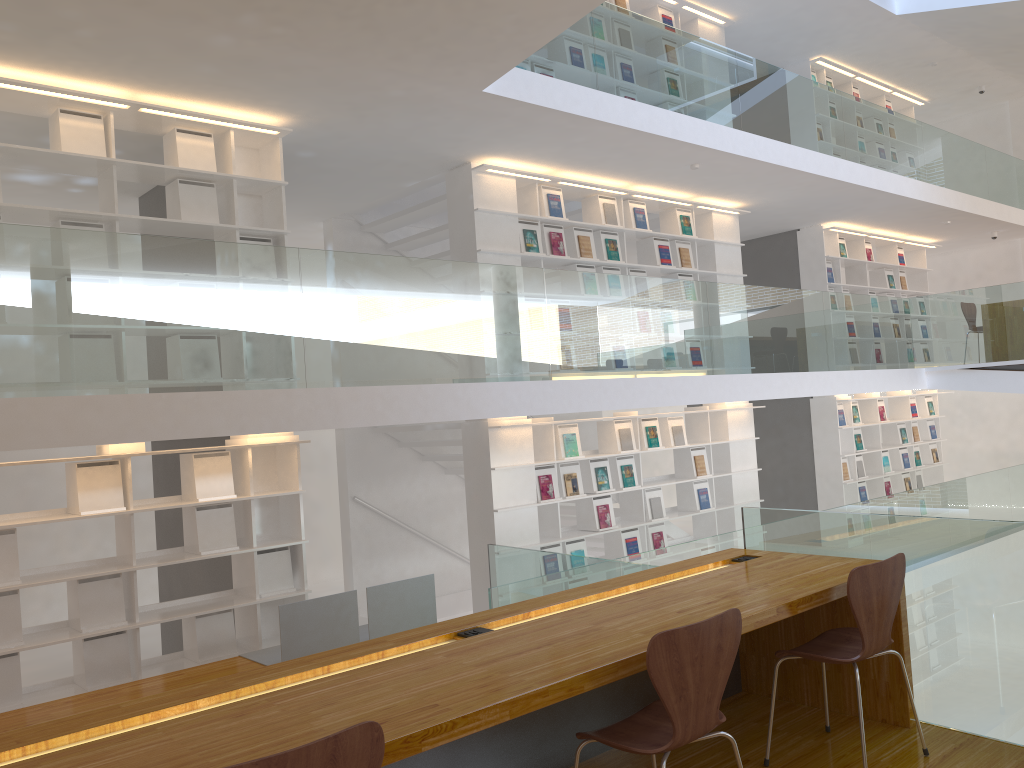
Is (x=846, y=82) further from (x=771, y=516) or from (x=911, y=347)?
(x=771, y=516)

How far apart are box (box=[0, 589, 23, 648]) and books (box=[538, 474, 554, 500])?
3.87m

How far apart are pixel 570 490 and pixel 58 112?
4.66m

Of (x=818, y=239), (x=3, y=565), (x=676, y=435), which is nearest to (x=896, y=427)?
(x=818, y=239)

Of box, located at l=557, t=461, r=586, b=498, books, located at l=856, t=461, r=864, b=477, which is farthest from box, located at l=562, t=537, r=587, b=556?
books, located at l=856, t=461, r=864, b=477

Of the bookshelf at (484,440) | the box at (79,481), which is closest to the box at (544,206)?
the bookshelf at (484,440)

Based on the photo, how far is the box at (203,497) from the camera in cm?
552

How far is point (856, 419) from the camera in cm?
1096

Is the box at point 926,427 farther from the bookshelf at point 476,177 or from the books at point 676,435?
the books at point 676,435

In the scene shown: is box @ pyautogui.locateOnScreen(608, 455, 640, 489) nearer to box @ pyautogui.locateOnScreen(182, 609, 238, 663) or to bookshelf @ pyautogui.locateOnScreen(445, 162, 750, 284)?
bookshelf @ pyautogui.locateOnScreen(445, 162, 750, 284)
